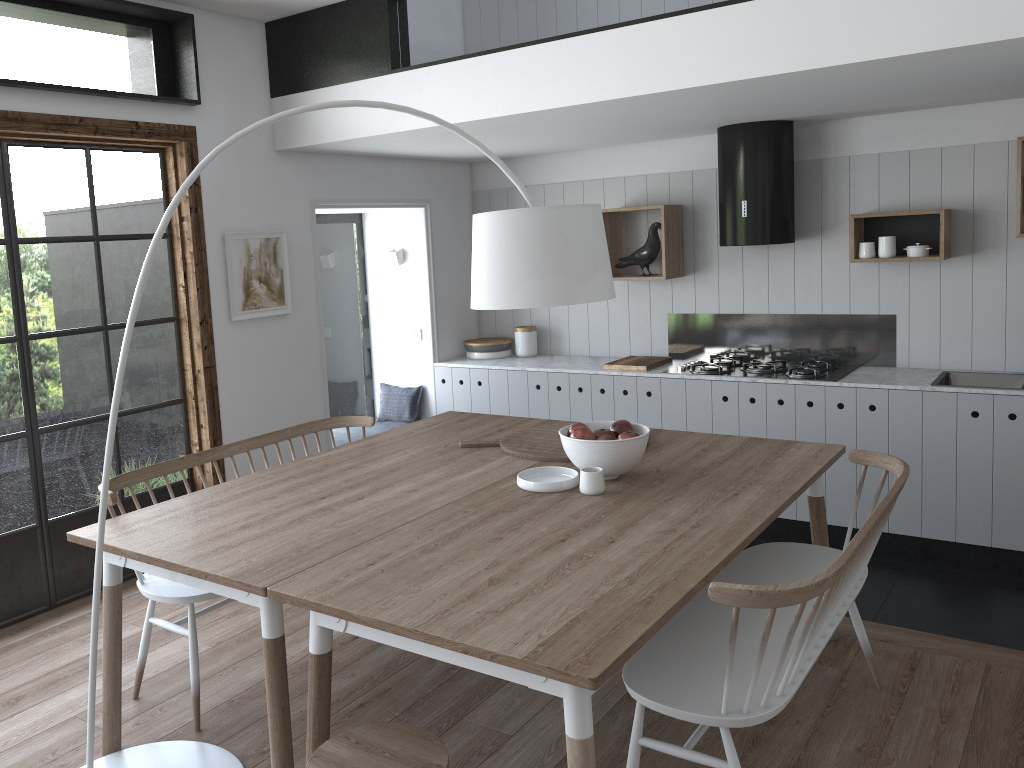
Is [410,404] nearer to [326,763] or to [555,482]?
[555,482]

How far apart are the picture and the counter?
1.4m

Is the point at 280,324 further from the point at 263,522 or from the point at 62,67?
the point at 263,522

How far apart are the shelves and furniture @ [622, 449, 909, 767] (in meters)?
2.04

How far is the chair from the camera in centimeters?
201cm

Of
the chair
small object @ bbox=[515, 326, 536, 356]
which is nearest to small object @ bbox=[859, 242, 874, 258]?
small object @ bbox=[515, 326, 536, 356]

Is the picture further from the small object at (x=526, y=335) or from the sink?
the sink

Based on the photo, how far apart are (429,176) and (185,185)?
3.7 meters

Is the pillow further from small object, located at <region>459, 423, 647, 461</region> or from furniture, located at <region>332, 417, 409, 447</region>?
small object, located at <region>459, 423, 647, 461</region>

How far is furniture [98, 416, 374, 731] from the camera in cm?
299
